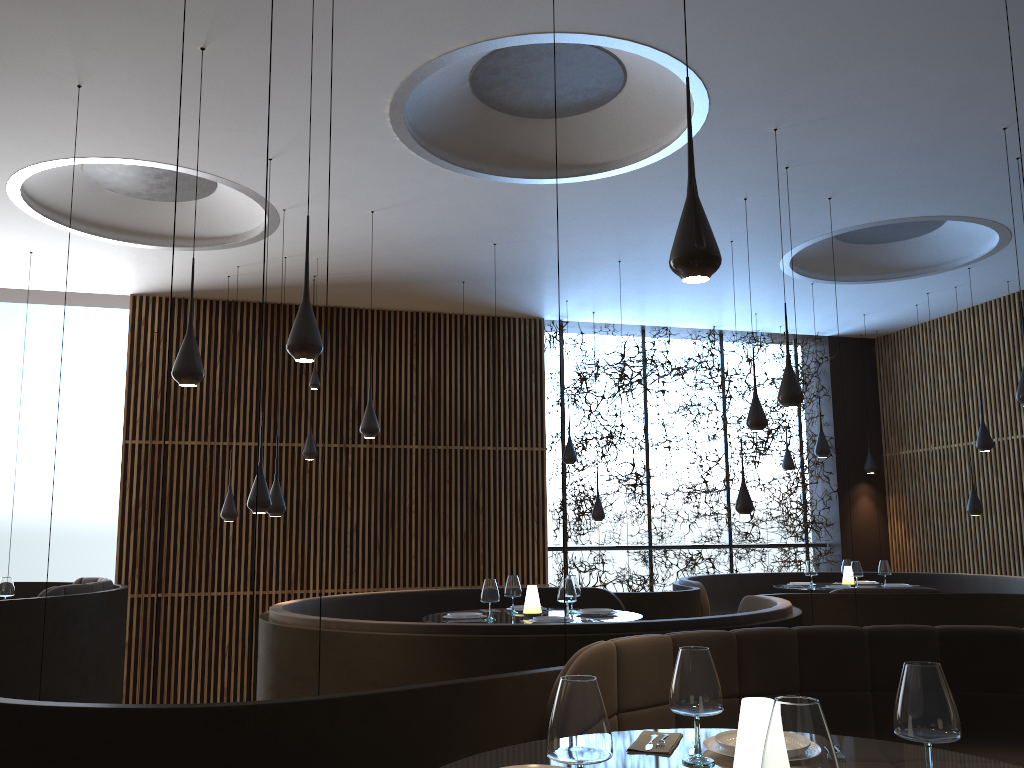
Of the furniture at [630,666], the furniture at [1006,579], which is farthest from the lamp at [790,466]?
the furniture at [630,666]

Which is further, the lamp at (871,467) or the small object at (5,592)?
the lamp at (871,467)

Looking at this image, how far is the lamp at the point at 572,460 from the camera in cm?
1161

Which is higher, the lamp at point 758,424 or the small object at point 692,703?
the lamp at point 758,424

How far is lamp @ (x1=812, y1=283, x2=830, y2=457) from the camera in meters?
10.9 m

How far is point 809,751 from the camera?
1.5m

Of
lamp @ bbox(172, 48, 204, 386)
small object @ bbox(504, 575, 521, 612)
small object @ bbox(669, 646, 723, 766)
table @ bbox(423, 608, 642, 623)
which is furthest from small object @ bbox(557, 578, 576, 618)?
small object @ bbox(669, 646, 723, 766)

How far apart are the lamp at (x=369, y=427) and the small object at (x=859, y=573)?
5.5 meters

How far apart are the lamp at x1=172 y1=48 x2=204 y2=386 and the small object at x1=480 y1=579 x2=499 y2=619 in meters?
2.5

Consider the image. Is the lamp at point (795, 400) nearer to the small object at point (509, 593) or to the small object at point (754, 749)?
the small object at point (509, 593)
